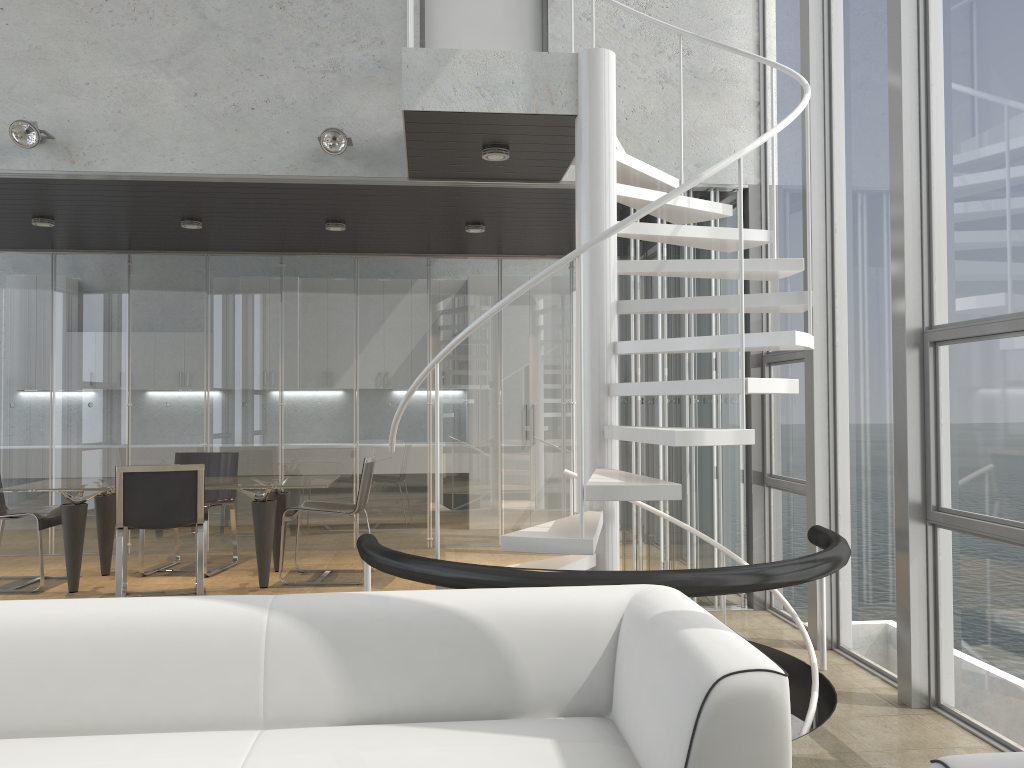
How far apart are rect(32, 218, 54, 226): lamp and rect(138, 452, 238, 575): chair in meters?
2.1 m

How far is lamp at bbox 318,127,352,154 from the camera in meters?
5.2

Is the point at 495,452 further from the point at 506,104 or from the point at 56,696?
the point at 56,696

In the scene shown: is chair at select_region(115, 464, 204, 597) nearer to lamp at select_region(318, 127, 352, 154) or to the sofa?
lamp at select_region(318, 127, 352, 154)

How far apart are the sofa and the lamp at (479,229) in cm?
447

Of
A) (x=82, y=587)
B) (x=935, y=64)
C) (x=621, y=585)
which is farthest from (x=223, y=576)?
(x=935, y=64)

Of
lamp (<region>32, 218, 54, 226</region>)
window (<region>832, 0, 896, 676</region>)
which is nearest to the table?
lamp (<region>32, 218, 54, 226</region>)

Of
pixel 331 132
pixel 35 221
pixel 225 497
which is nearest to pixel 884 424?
pixel 331 132

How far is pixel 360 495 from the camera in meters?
6.5 m

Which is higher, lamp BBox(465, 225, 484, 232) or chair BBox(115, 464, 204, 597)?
lamp BBox(465, 225, 484, 232)
